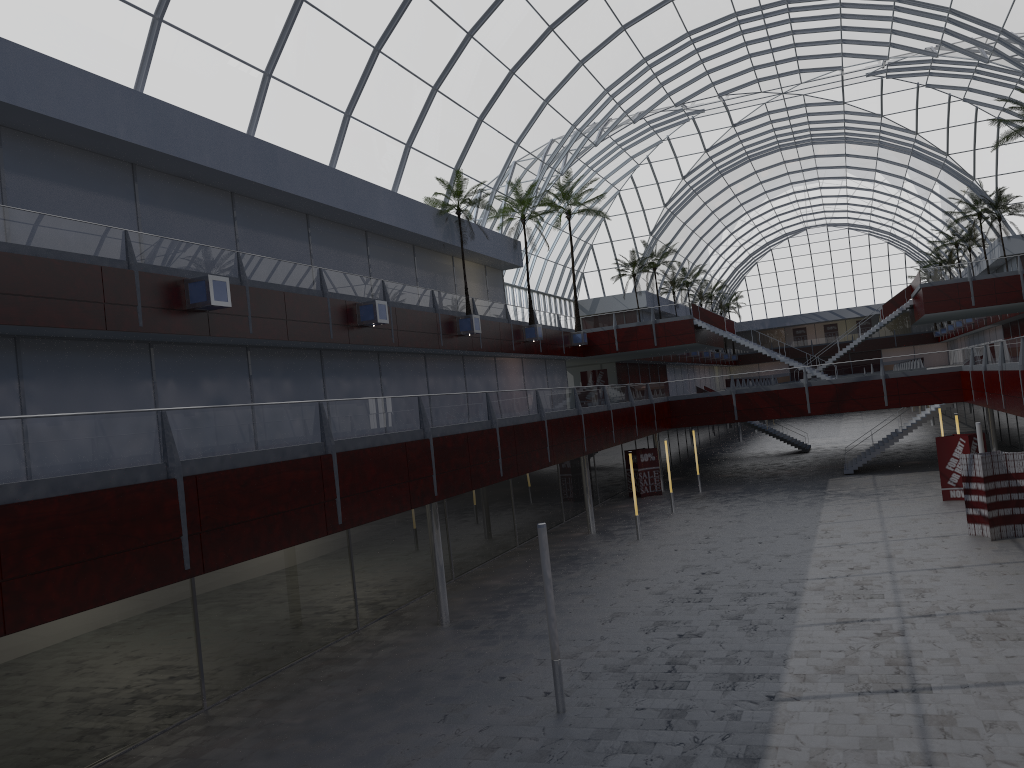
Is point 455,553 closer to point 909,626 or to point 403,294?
point 403,294
